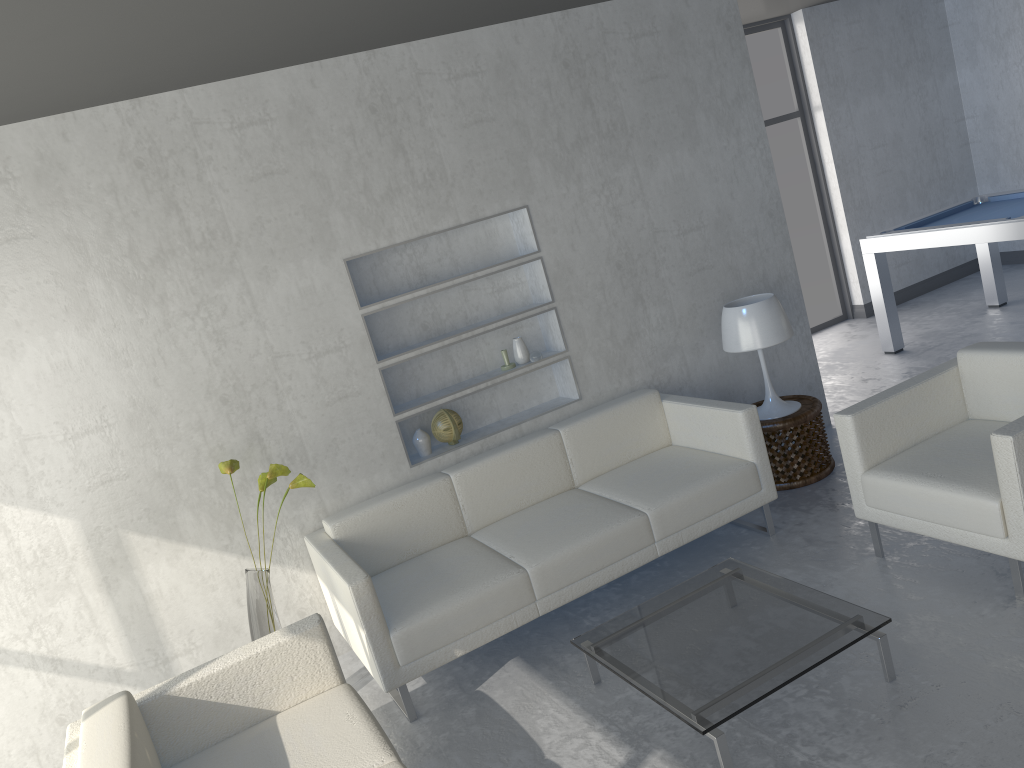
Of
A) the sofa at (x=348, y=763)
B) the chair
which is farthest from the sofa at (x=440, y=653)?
the chair

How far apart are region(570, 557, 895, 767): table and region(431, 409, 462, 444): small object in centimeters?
134cm

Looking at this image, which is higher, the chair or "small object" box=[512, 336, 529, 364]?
"small object" box=[512, 336, 529, 364]

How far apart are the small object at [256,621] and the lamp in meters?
2.1 m

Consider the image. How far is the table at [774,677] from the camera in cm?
257

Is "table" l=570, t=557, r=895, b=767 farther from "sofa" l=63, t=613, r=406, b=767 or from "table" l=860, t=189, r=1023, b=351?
"table" l=860, t=189, r=1023, b=351

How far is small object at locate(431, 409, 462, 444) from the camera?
4.2m

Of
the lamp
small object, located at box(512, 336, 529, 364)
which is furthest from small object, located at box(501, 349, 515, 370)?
the lamp

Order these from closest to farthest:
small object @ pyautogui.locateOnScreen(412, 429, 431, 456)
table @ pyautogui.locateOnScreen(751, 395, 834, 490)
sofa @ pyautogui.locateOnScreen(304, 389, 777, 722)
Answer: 1. sofa @ pyautogui.locateOnScreen(304, 389, 777, 722)
2. small object @ pyautogui.locateOnScreen(412, 429, 431, 456)
3. table @ pyautogui.locateOnScreen(751, 395, 834, 490)

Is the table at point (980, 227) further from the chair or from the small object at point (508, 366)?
the small object at point (508, 366)
